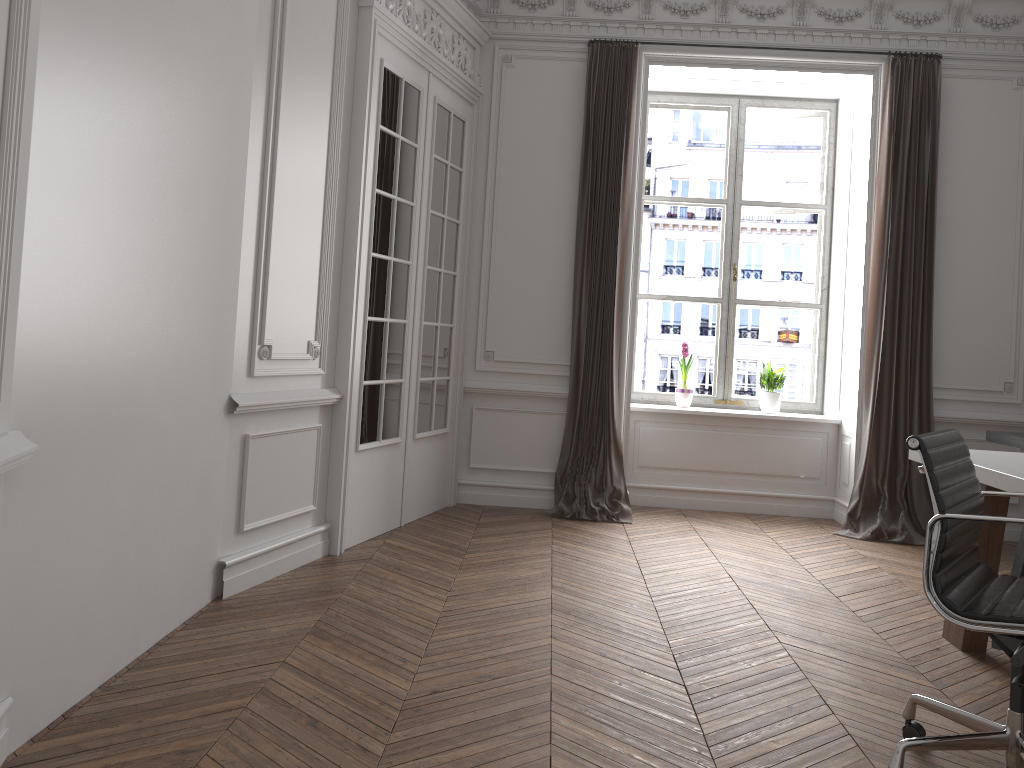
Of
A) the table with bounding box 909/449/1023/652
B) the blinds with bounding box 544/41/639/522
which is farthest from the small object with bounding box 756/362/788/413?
the table with bounding box 909/449/1023/652

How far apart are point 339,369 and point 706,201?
3.3m

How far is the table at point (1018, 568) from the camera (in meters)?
4.74

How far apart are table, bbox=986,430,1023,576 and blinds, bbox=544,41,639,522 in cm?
215

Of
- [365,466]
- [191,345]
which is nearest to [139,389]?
[191,345]

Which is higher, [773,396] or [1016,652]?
[773,396]

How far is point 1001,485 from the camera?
3.1 meters

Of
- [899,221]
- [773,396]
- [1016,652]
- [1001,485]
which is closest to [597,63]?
[899,221]

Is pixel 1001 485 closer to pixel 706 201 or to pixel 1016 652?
pixel 1016 652

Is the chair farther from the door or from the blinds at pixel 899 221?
the blinds at pixel 899 221
